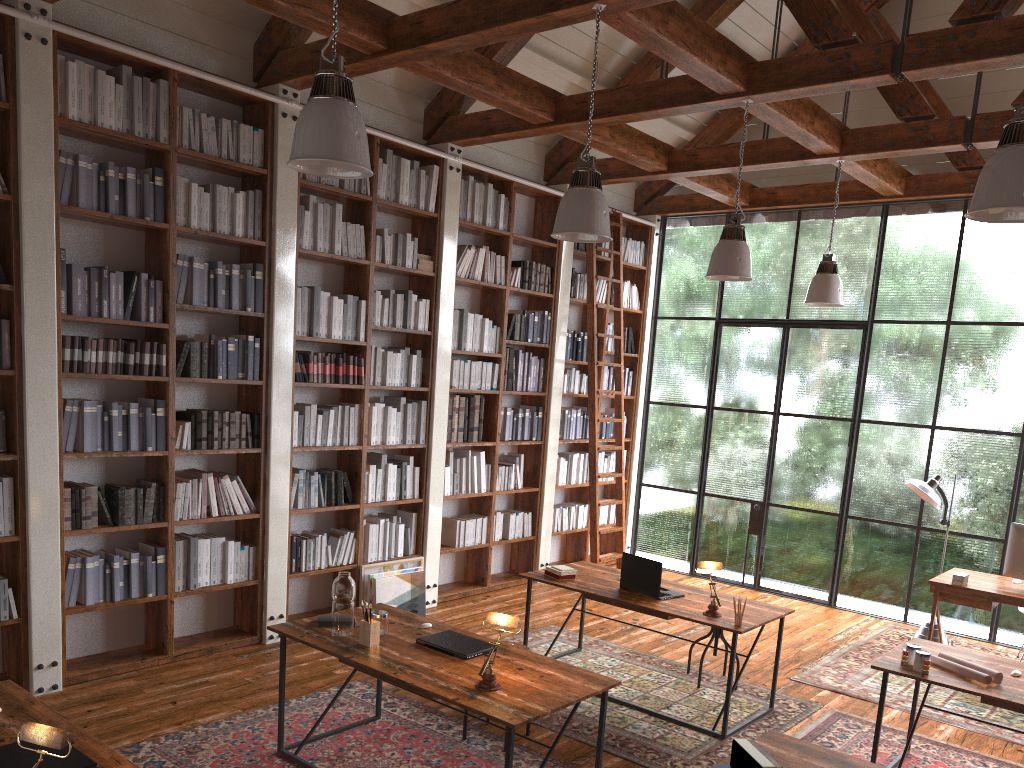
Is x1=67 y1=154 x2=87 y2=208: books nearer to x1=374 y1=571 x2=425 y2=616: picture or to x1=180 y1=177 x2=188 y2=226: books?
x1=180 y1=177 x2=188 y2=226: books

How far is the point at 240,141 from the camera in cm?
554

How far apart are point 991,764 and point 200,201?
5.5 meters

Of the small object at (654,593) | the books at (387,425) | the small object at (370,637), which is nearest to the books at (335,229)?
the books at (387,425)

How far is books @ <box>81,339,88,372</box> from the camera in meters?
4.9

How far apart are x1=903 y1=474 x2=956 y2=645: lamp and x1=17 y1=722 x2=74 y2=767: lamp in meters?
6.2 m

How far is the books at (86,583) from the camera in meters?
4.9

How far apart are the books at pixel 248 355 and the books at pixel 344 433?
0.87m

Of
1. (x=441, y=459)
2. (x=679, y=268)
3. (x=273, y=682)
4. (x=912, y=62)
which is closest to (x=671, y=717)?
(x=273, y=682)

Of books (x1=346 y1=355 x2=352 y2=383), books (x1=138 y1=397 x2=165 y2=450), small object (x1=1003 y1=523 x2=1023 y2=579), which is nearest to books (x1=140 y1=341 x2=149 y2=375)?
books (x1=138 y1=397 x2=165 y2=450)
